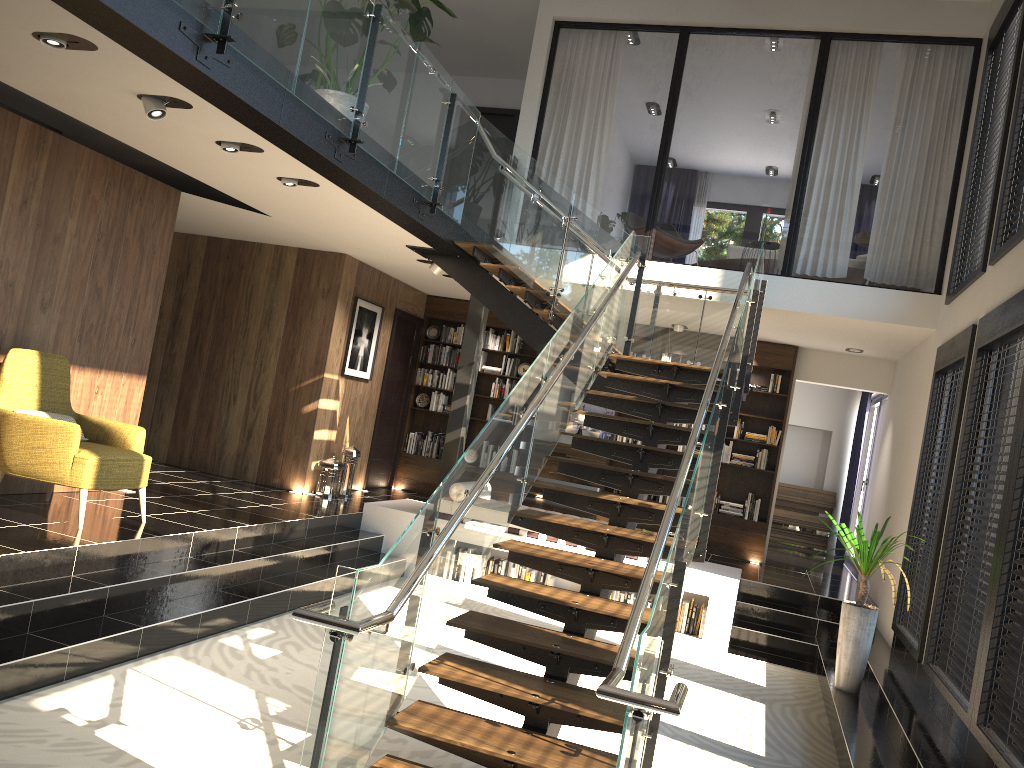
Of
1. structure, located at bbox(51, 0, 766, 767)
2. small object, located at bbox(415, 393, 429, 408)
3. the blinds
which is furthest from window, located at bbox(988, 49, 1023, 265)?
small object, located at bbox(415, 393, 429, 408)

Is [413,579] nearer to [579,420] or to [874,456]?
[874,456]

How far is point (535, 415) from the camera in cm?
545

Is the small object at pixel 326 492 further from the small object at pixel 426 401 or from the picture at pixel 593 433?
the picture at pixel 593 433

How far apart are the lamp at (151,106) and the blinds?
10.5 meters

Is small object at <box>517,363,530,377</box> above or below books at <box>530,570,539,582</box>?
above

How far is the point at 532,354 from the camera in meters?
12.0 m

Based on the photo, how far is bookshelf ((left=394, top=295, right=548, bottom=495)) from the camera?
11.97m

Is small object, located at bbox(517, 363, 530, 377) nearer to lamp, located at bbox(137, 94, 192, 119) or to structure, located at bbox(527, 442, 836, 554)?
structure, located at bbox(527, 442, 836, 554)

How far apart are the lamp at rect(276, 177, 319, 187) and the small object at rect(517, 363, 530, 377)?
5.6 meters
